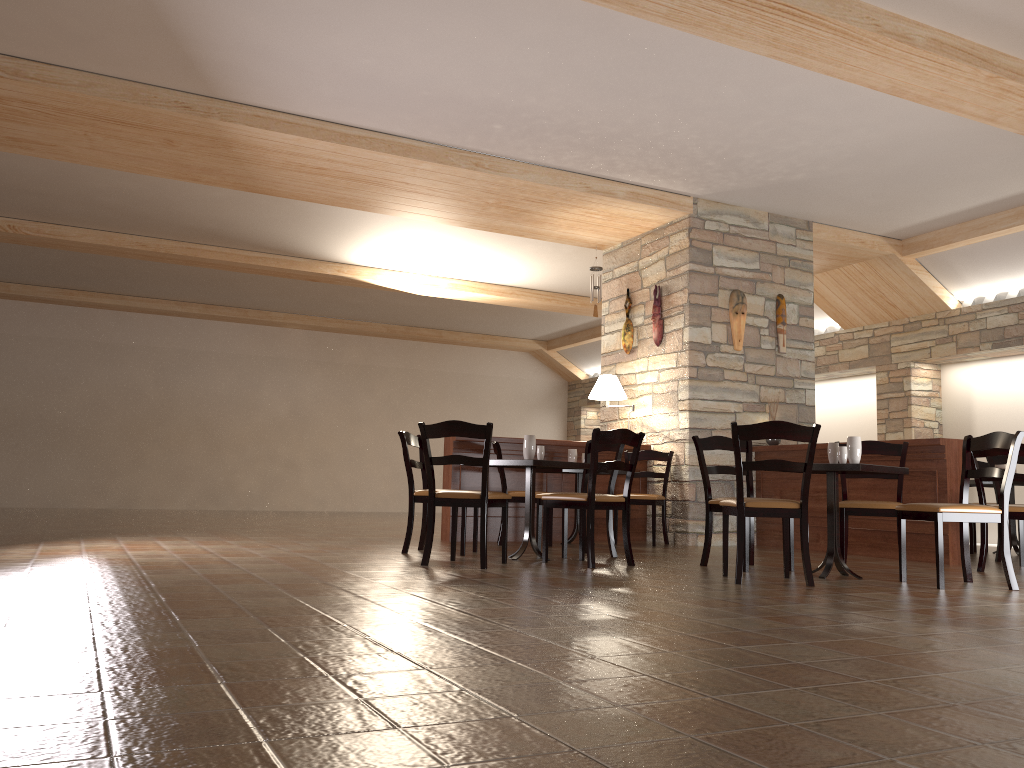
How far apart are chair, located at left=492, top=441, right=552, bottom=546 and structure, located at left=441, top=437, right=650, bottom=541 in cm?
46

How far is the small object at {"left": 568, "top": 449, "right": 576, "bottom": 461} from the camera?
7.7 meters

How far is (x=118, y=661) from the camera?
2.3m

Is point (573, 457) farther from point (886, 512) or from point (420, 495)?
point (886, 512)

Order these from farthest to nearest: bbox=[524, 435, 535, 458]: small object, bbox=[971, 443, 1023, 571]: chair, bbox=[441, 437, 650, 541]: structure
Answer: bbox=[441, 437, 650, 541]: structure, bbox=[524, 435, 535, 458]: small object, bbox=[971, 443, 1023, 571]: chair

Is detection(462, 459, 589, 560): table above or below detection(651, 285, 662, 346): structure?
below

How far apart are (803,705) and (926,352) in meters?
9.0 m

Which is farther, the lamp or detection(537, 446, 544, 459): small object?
the lamp

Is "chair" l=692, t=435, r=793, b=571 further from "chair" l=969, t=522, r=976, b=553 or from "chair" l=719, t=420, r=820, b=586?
"chair" l=969, t=522, r=976, b=553

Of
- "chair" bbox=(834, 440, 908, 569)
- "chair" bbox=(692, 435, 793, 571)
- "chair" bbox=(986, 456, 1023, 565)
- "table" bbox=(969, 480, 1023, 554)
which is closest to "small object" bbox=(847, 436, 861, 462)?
"chair" bbox=(834, 440, 908, 569)
